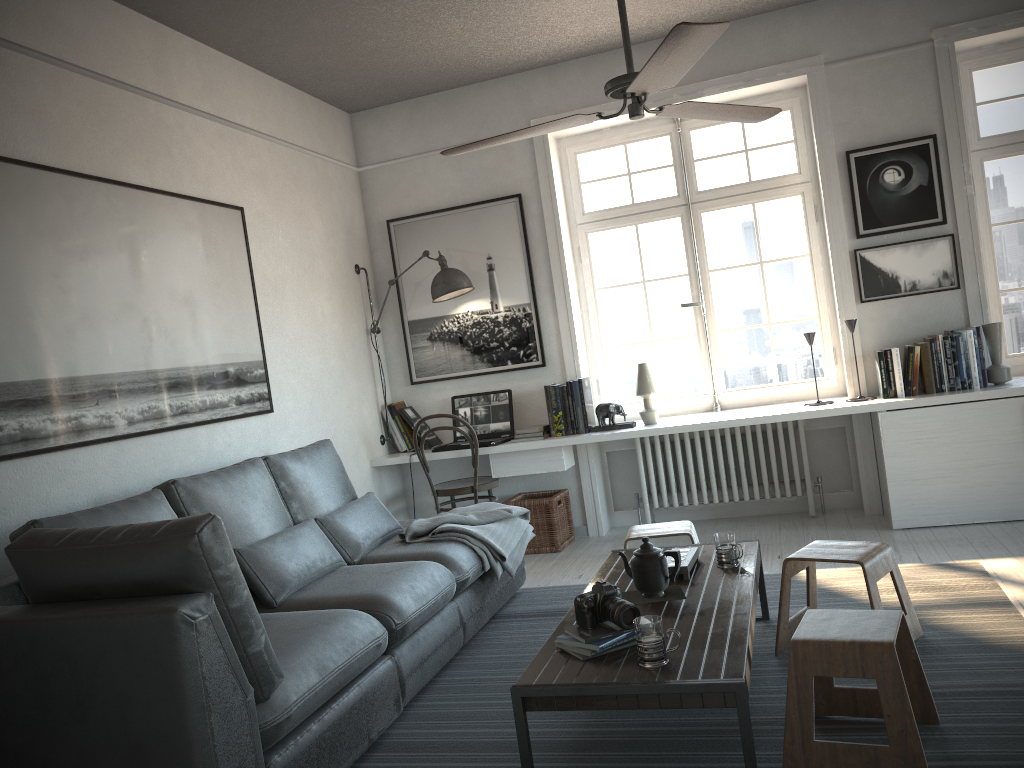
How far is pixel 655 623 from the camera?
2.3 meters

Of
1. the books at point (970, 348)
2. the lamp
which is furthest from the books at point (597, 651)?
the lamp

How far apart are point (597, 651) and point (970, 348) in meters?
3.2

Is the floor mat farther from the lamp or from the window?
the lamp

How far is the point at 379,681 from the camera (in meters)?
2.83

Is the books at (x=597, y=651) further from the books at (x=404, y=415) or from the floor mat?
the books at (x=404, y=415)

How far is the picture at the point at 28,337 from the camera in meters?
3.1

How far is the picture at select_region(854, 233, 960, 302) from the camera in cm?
483

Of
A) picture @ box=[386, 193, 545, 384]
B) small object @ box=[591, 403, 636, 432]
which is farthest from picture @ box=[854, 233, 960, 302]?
picture @ box=[386, 193, 545, 384]

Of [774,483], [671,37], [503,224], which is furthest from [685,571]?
[503,224]
